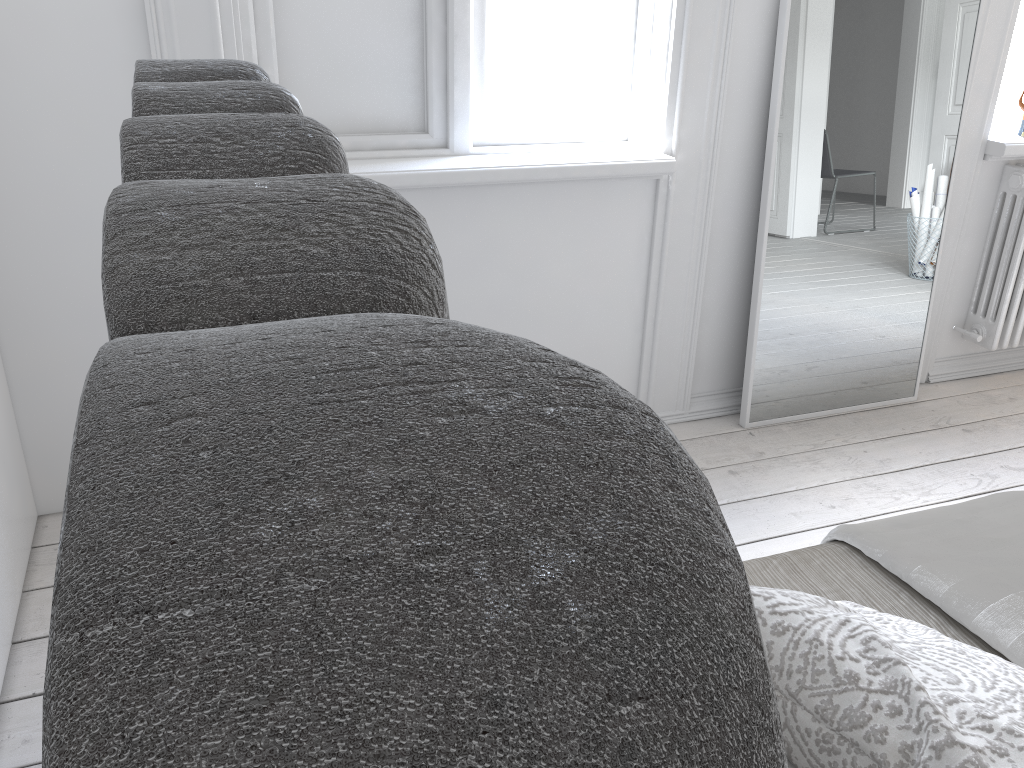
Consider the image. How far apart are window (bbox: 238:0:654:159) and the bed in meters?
1.4

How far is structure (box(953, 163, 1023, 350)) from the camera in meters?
2.8

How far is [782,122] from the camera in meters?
2.4

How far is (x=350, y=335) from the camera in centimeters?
18cm

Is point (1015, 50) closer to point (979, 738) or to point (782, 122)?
point (782, 122)

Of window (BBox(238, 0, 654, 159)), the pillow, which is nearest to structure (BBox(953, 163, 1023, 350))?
window (BBox(238, 0, 654, 159))

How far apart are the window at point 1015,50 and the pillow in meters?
2.5 m

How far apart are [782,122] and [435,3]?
0.98m

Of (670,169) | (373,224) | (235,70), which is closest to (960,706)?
(373,224)

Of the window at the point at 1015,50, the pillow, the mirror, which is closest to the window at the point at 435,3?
the mirror
